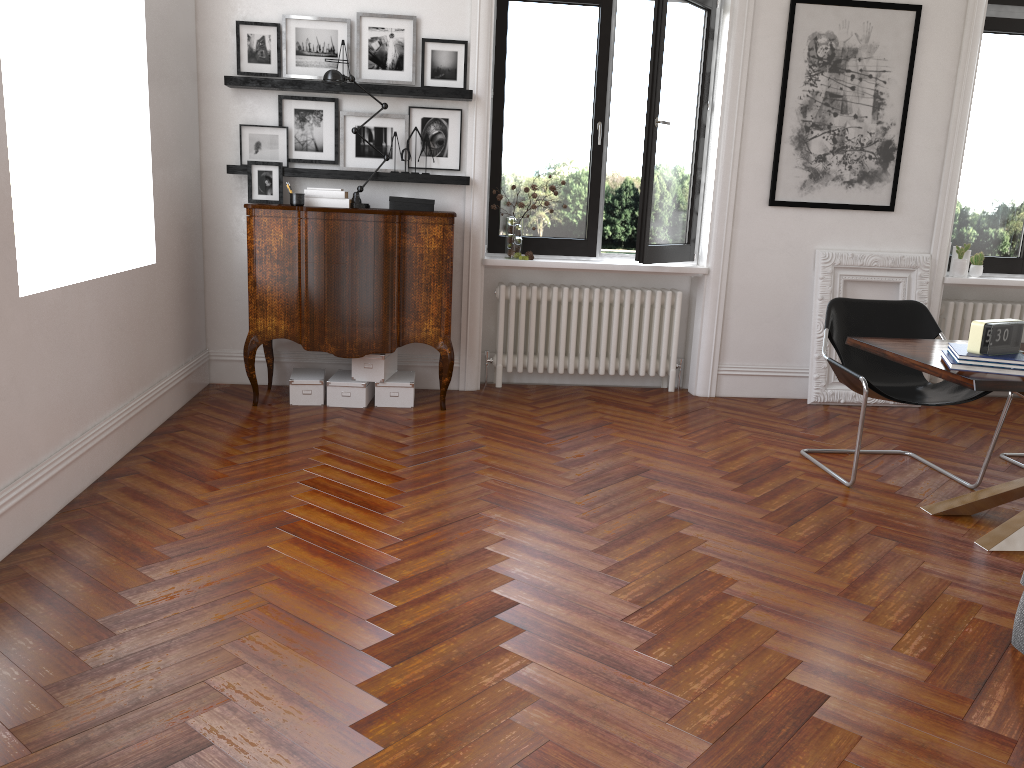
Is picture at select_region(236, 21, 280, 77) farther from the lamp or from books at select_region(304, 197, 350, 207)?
books at select_region(304, 197, 350, 207)

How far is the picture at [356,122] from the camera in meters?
5.7 m

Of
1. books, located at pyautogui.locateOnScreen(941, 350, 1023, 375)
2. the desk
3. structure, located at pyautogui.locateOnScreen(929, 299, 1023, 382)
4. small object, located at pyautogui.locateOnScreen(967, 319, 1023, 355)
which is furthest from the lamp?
structure, located at pyautogui.locateOnScreen(929, 299, 1023, 382)

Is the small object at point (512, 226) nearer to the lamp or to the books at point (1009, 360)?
the lamp

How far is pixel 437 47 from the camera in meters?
5.6 m

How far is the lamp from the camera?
5.2 meters

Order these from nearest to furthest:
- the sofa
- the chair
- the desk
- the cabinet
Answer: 1. the sofa
2. the desk
3. the chair
4. the cabinet

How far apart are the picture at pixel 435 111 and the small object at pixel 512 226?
0.39m

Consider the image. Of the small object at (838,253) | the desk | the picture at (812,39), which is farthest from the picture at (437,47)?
the desk

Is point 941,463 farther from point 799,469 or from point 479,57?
point 479,57
